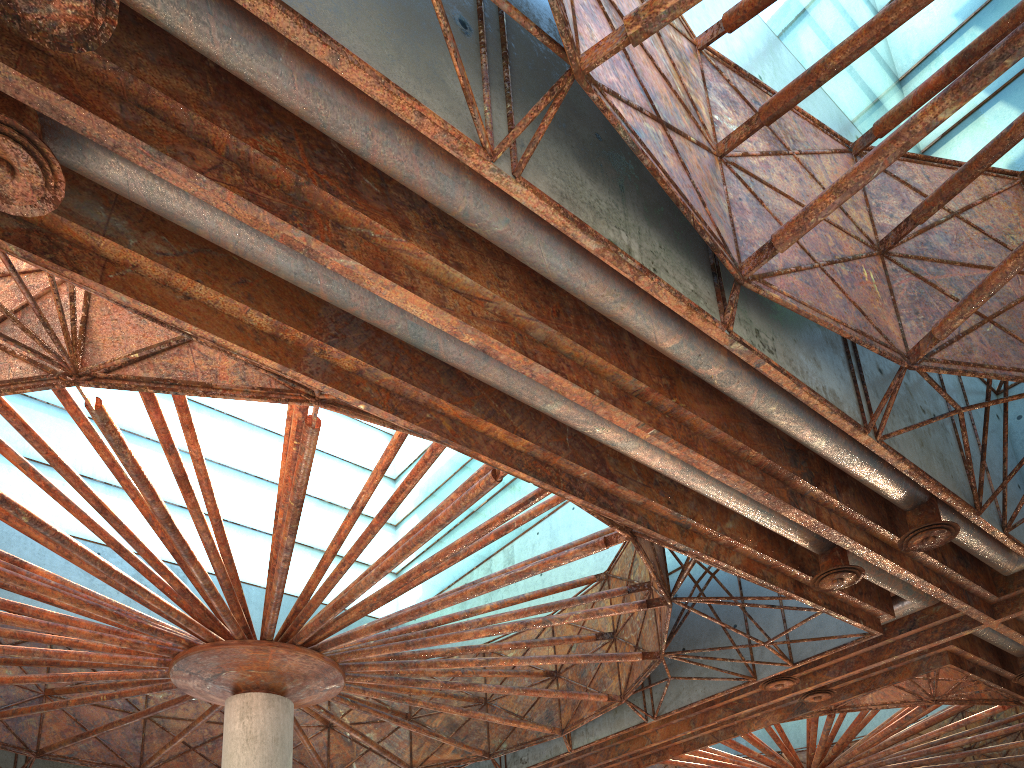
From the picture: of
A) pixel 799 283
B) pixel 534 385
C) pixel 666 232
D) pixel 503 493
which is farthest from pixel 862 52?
pixel 503 493
